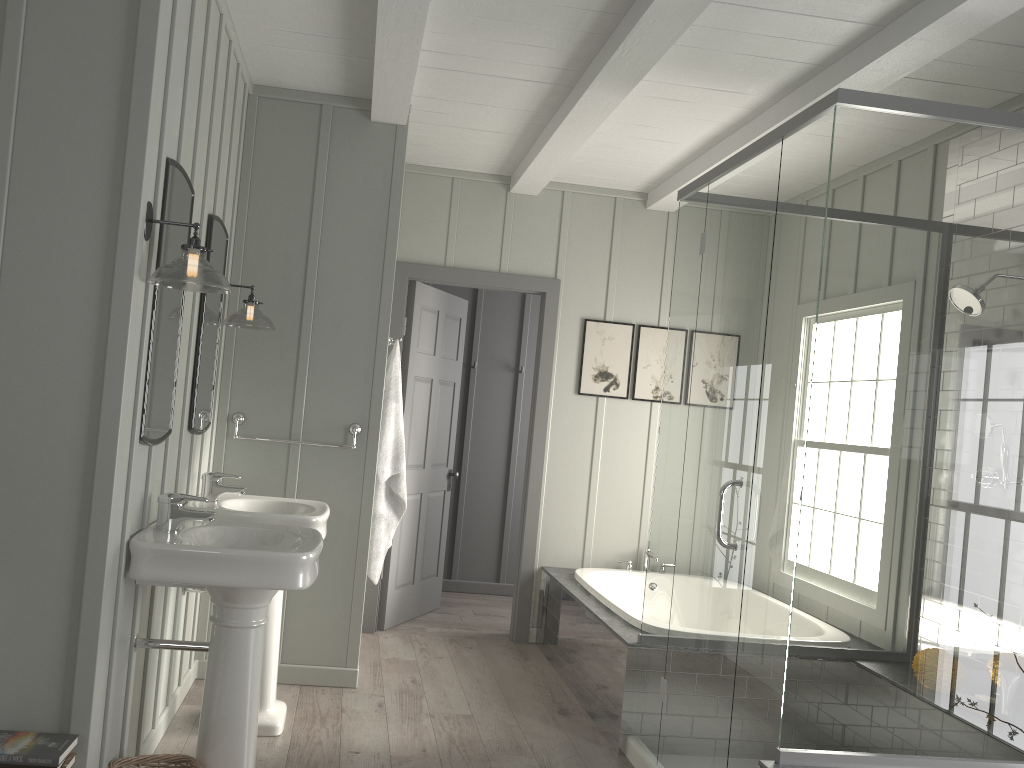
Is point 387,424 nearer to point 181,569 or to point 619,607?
point 619,607

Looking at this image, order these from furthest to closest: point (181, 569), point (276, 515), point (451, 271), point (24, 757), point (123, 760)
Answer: point (451, 271)
point (276, 515)
point (123, 760)
point (181, 569)
point (24, 757)

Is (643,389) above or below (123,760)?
above

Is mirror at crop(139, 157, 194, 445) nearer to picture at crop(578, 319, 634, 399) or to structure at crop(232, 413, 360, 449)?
structure at crop(232, 413, 360, 449)

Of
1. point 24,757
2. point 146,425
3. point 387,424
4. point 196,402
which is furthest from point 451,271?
point 24,757

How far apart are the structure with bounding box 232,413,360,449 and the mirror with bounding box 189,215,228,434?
0.3 meters

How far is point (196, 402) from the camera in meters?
3.4

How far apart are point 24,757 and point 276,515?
1.3m

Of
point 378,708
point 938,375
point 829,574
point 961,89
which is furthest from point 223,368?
point 961,89

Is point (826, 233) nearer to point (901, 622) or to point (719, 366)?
point (719, 366)
